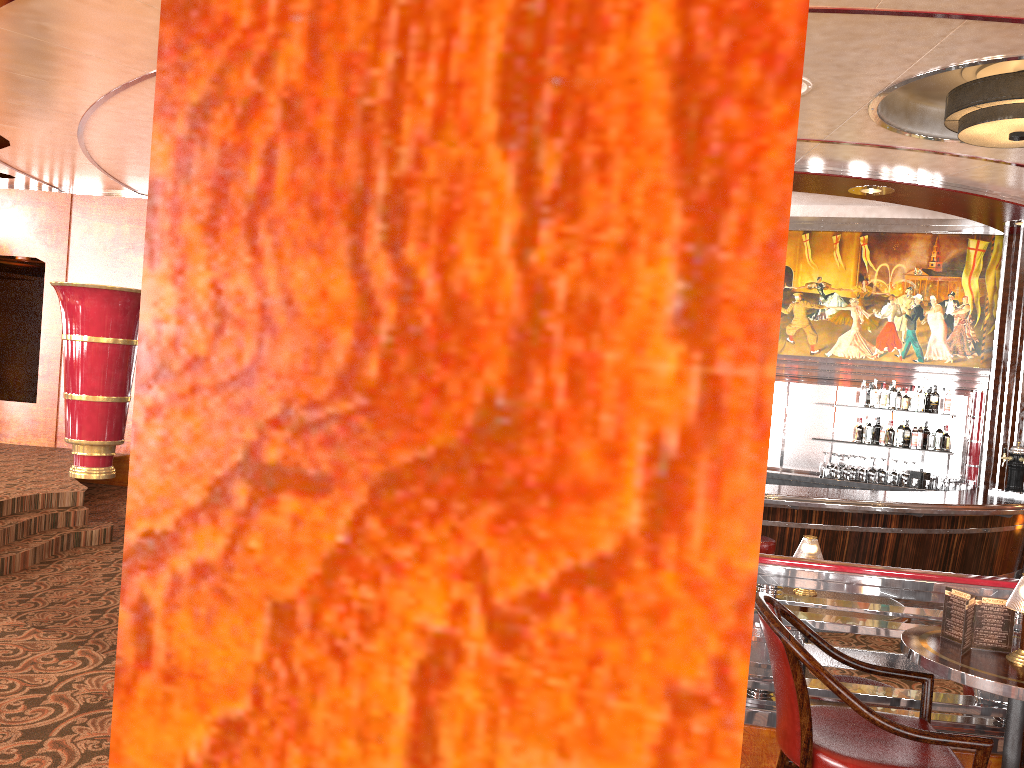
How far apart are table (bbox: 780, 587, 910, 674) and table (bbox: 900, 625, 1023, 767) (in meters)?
1.05

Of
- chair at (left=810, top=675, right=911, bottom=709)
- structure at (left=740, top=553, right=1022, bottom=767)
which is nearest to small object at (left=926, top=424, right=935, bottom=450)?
chair at (left=810, top=675, right=911, bottom=709)

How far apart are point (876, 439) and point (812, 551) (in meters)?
9.32

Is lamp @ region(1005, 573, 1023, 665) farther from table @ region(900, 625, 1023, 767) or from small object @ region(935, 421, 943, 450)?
small object @ region(935, 421, 943, 450)

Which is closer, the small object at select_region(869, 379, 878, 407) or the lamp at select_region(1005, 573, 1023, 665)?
the lamp at select_region(1005, 573, 1023, 665)

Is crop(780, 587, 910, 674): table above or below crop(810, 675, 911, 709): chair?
above

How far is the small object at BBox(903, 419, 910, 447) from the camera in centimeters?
906cm

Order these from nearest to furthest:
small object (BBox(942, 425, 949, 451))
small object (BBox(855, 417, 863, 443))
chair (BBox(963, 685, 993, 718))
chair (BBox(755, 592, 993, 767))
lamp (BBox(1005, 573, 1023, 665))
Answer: chair (BBox(755, 592, 993, 767))
lamp (BBox(1005, 573, 1023, 665))
chair (BBox(963, 685, 993, 718))
small object (BBox(942, 425, 949, 451))
small object (BBox(855, 417, 863, 443))

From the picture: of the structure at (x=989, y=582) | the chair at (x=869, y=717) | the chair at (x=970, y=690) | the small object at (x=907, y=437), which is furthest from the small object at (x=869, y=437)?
the chair at (x=869, y=717)

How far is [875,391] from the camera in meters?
9.1 m
